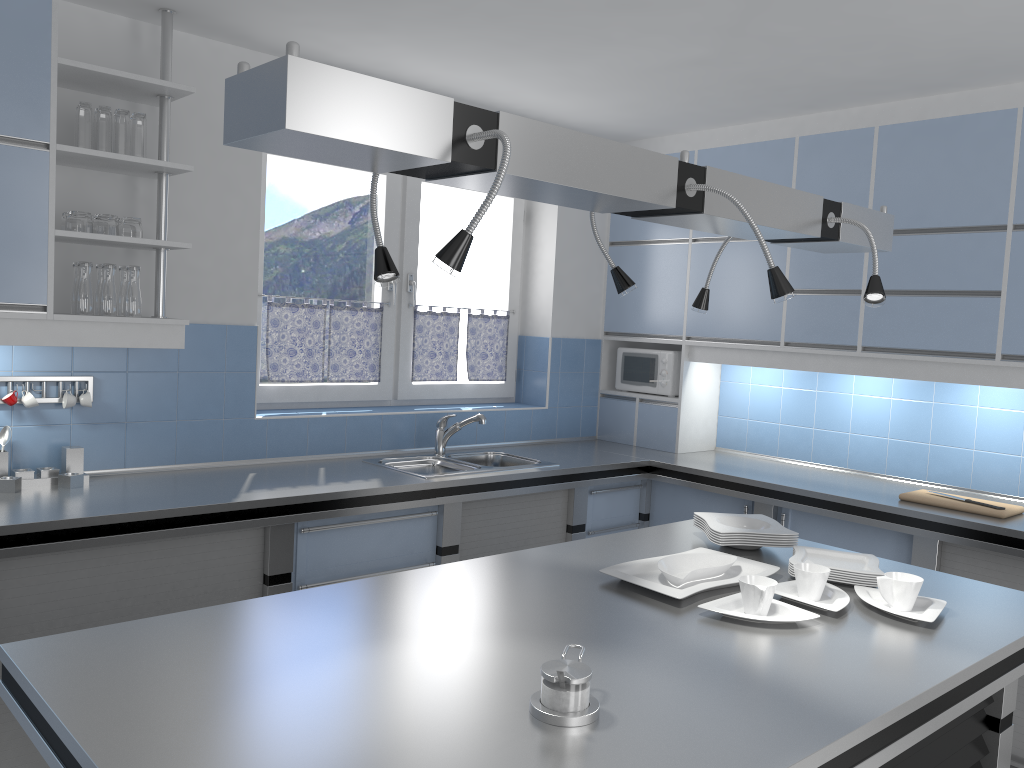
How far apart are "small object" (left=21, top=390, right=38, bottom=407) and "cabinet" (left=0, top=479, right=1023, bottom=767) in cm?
68

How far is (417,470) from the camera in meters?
4.0 m

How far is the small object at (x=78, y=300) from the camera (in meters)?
3.07

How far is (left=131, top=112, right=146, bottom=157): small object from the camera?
3.18m

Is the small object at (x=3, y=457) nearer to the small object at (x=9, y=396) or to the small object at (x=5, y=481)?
the small object at (x=5, y=481)

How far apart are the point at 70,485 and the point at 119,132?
1.3 meters

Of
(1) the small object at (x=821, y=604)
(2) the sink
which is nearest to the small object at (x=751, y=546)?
(1) the small object at (x=821, y=604)

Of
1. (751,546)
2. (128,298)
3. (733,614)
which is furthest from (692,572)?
(128,298)

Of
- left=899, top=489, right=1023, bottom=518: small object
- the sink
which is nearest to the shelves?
the sink

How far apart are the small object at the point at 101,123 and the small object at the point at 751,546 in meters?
2.6 m
